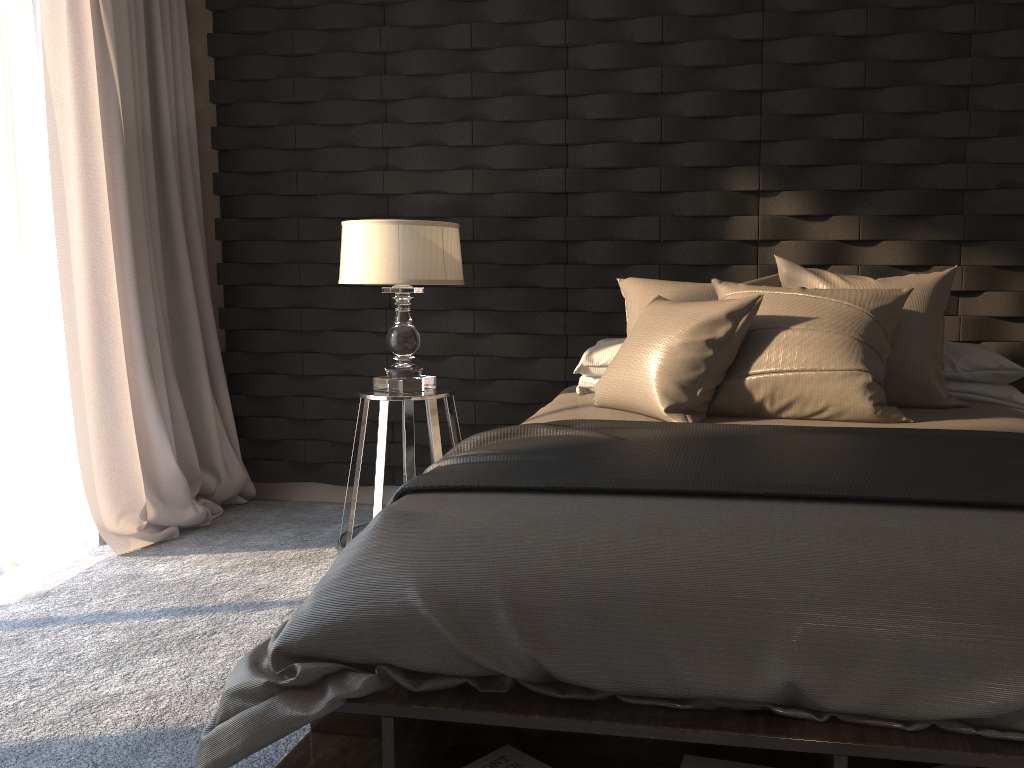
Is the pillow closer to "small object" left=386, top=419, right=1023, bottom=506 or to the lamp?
"small object" left=386, top=419, right=1023, bottom=506

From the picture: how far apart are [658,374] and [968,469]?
0.9 meters

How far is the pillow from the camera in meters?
2.5

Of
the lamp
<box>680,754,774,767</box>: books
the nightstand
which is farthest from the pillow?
<box>680,754,774,767</box>: books

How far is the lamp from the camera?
3.2m

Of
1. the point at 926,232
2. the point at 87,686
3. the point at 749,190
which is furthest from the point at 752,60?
the point at 87,686

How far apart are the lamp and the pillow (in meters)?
0.60

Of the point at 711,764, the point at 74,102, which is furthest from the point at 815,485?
the point at 74,102

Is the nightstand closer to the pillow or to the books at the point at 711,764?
the pillow

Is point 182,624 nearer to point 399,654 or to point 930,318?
point 399,654
